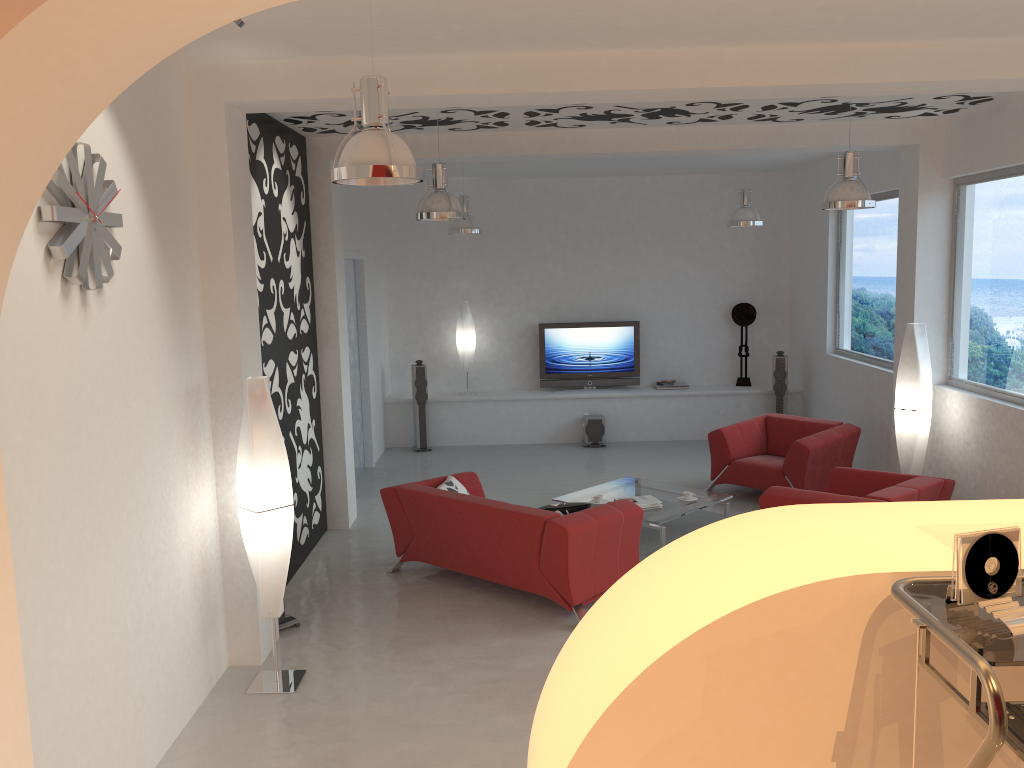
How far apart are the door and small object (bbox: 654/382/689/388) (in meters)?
4.15

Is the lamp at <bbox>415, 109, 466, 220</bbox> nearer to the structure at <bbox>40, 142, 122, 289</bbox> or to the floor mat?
the structure at <bbox>40, 142, 122, 289</bbox>

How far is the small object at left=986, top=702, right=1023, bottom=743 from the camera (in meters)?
1.36

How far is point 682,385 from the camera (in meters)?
11.88

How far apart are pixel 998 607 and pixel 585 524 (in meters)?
4.28

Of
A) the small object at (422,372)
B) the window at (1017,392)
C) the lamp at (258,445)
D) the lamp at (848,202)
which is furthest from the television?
the lamp at (258,445)

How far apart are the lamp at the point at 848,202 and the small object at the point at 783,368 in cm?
498

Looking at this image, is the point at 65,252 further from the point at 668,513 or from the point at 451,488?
the point at 668,513

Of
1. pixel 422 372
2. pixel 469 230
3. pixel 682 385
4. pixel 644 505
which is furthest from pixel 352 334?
pixel 682 385

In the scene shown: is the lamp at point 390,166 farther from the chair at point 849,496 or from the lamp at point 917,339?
the lamp at point 917,339
